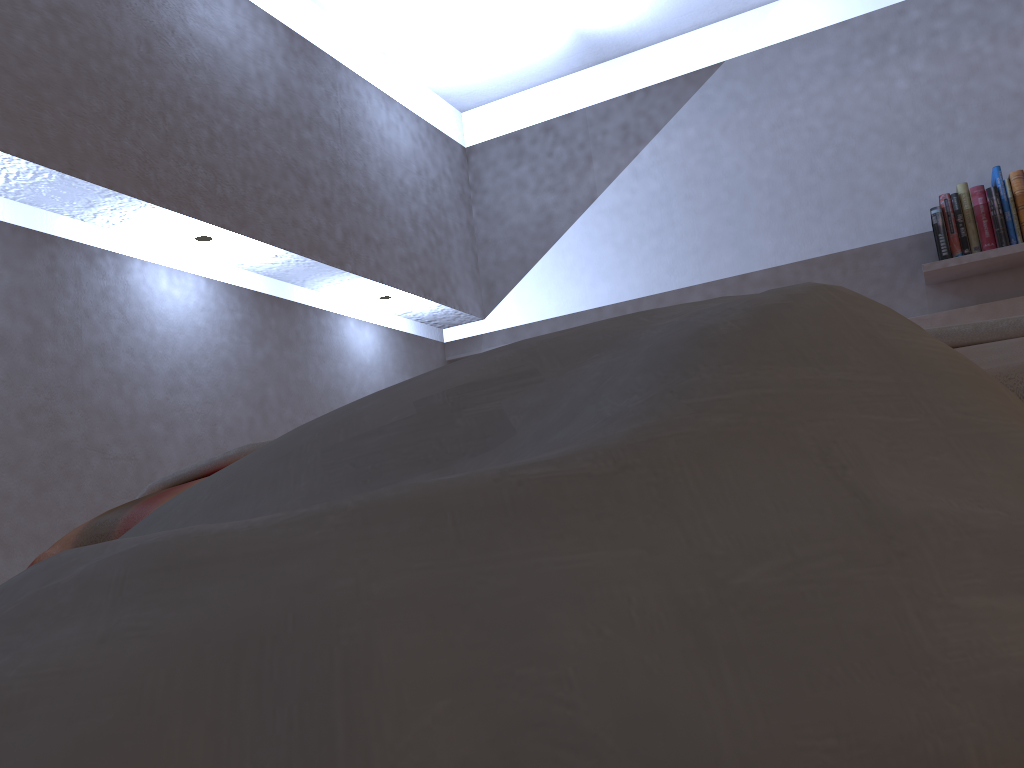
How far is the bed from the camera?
0.51m

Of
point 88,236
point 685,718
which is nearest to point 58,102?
point 88,236

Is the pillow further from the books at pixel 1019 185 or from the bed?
the books at pixel 1019 185

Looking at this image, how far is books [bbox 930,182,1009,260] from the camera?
2.9m

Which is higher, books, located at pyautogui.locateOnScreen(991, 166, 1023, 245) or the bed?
books, located at pyautogui.locateOnScreen(991, 166, 1023, 245)

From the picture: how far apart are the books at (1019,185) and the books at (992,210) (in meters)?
0.03

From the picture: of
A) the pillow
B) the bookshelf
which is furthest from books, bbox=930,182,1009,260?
the pillow

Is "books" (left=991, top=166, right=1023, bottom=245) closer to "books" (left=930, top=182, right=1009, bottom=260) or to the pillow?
"books" (left=930, top=182, right=1009, bottom=260)

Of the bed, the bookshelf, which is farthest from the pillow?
the bookshelf

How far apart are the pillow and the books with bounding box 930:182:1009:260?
2.9 meters
